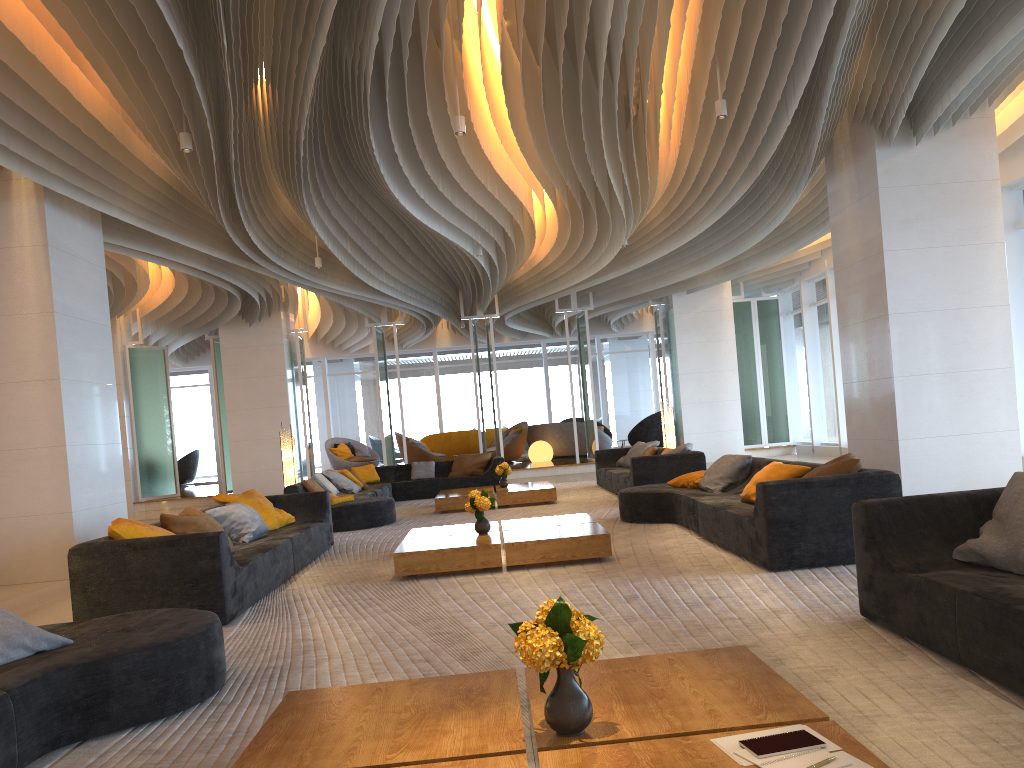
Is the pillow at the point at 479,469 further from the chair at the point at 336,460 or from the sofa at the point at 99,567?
the chair at the point at 336,460

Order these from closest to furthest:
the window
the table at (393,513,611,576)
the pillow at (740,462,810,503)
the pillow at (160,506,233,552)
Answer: the pillow at (160,506,233,552), the table at (393,513,611,576), the pillow at (740,462,810,503), the window

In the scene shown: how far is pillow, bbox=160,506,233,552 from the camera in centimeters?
624cm

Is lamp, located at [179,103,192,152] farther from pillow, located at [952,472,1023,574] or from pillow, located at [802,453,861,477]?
pillow, located at [952,472,1023,574]

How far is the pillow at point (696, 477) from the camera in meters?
8.8 m

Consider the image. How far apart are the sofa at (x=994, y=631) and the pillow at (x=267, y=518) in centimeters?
566cm

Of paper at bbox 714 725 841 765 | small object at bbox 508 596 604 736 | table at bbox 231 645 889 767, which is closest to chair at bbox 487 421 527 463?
table at bbox 231 645 889 767

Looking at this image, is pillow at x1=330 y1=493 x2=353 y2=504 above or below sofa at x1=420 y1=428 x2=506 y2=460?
below

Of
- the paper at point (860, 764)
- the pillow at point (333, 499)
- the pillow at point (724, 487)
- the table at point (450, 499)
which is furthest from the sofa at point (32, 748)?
the table at point (450, 499)

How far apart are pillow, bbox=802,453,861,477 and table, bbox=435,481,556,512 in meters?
5.8 m
